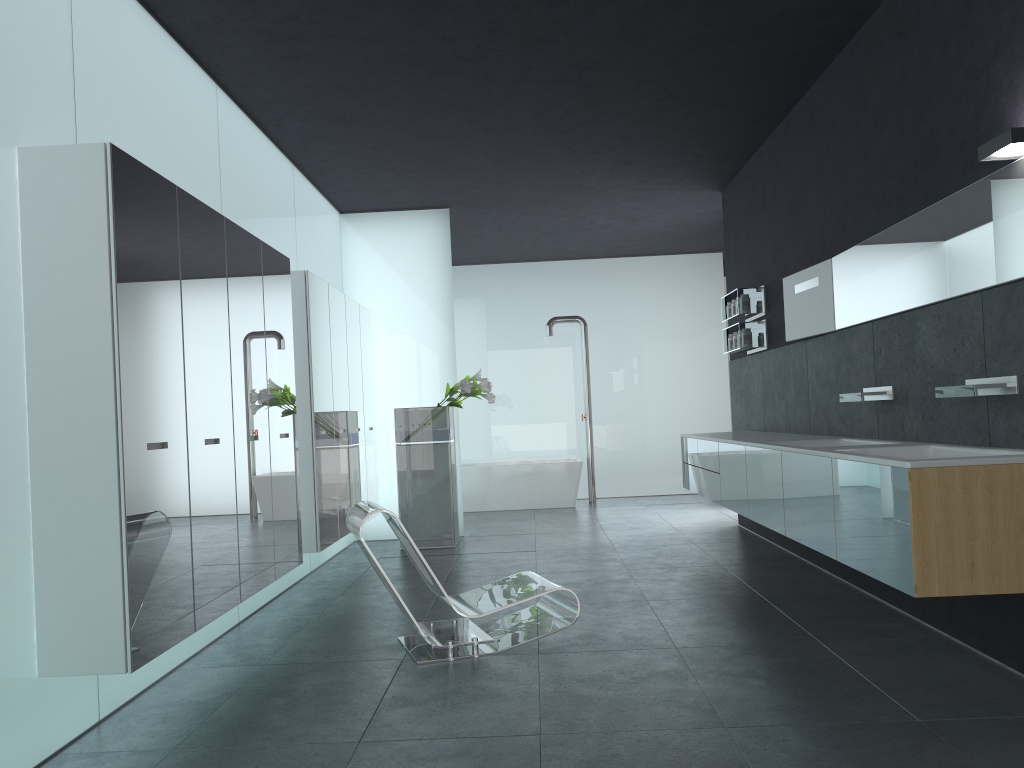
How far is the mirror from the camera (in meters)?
4.15

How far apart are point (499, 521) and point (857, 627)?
6.6m

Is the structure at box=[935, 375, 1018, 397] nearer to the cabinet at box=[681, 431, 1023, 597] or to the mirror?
the cabinet at box=[681, 431, 1023, 597]

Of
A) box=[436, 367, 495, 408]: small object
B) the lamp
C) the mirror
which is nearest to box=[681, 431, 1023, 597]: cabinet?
the mirror

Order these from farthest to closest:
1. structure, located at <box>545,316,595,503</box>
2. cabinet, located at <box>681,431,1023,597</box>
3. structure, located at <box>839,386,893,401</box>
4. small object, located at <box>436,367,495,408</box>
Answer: structure, located at <box>545,316,595,503</box> → small object, located at <box>436,367,495,408</box> → structure, located at <box>839,386,893,401</box> → cabinet, located at <box>681,431,1023,597</box>

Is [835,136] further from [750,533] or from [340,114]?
[750,533]

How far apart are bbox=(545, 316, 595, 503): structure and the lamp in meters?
9.3

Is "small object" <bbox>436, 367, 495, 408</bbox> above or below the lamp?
below

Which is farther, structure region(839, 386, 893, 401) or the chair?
structure region(839, 386, 893, 401)

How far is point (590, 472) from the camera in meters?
13.1 m
